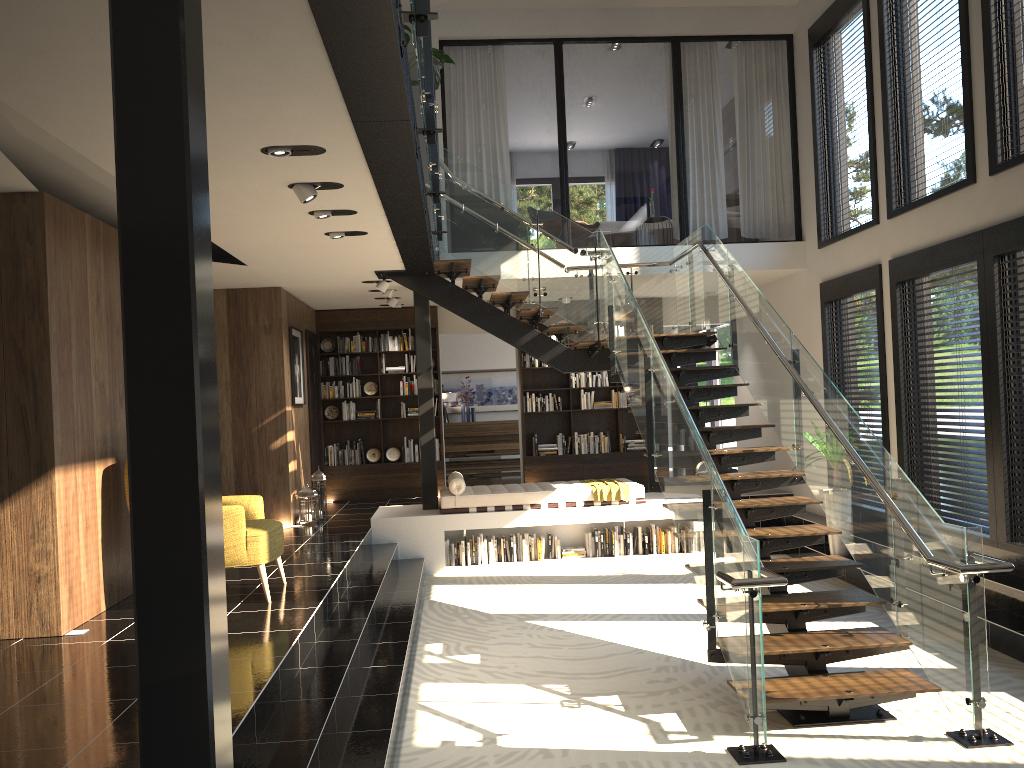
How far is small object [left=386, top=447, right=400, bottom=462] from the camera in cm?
1252

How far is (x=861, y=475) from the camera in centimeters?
565cm

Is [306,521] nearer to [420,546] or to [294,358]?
[420,546]

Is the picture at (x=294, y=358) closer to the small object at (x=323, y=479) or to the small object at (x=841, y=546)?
the small object at (x=323, y=479)

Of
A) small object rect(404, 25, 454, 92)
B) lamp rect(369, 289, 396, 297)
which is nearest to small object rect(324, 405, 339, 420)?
lamp rect(369, 289, 396, 297)

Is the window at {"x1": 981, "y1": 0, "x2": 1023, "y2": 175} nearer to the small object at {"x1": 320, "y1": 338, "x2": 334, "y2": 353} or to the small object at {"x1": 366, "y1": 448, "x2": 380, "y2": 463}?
the small object at {"x1": 366, "y1": 448, "x2": 380, "y2": 463}

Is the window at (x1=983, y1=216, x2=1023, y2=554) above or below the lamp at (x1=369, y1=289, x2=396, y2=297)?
below

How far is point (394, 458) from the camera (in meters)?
12.52

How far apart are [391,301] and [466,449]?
4.9 meters

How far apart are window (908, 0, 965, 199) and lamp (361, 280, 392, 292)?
5.6m
